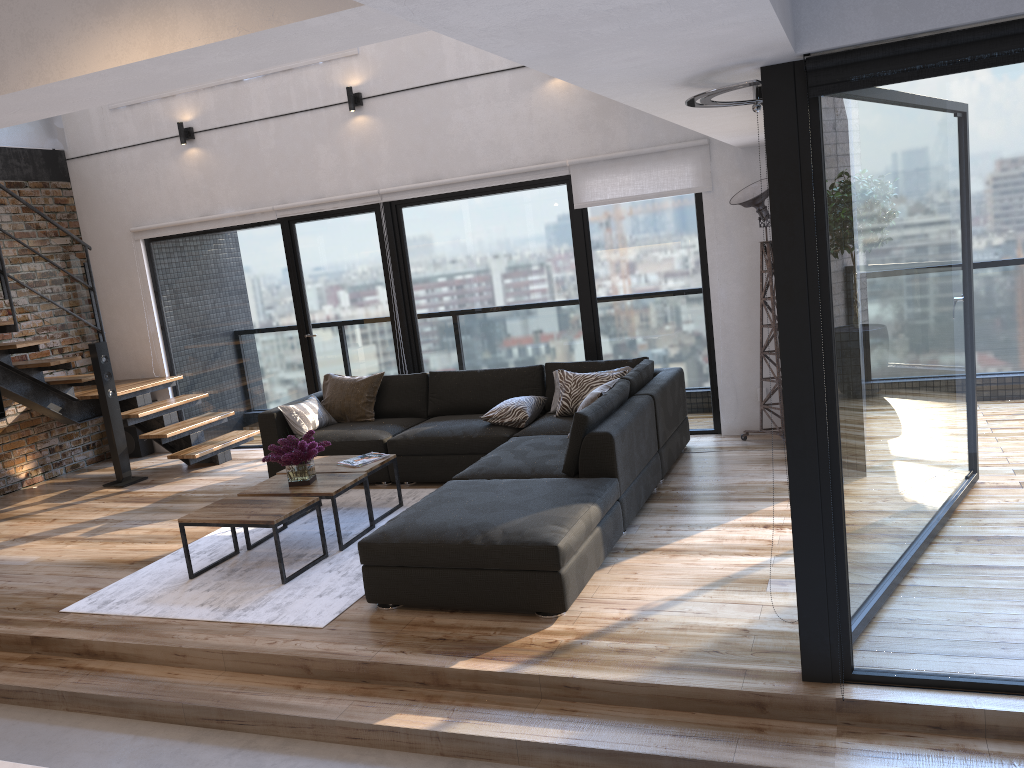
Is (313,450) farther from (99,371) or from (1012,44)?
(1012,44)

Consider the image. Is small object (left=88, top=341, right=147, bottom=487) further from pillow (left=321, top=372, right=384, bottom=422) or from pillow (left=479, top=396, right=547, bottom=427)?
pillow (left=479, top=396, right=547, bottom=427)

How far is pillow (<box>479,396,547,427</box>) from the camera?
6.1 meters

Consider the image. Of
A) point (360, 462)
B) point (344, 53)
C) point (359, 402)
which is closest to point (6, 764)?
point (360, 462)

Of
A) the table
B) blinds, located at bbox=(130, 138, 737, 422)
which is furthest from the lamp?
the table

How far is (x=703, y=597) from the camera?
3.8 meters

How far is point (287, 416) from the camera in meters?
6.6 m

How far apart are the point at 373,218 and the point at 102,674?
4.40m

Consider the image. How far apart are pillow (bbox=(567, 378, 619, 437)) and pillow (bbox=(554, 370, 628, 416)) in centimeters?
31cm

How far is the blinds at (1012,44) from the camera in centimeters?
244cm
